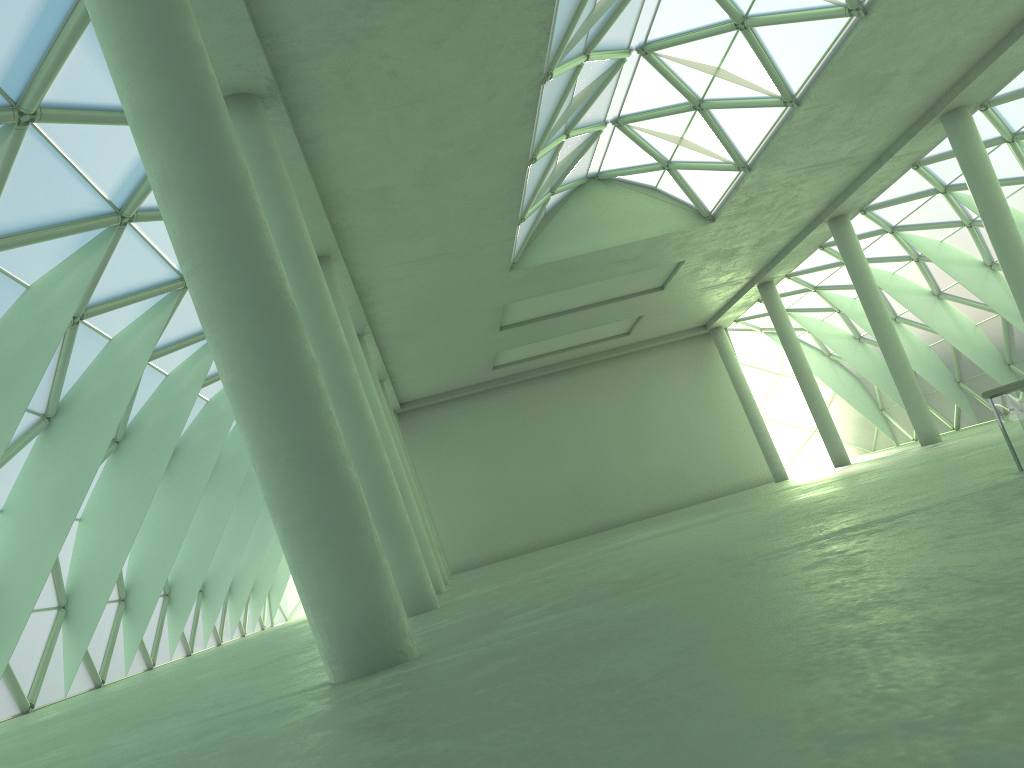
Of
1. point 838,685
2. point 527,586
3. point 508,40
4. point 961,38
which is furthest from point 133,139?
point 961,38
